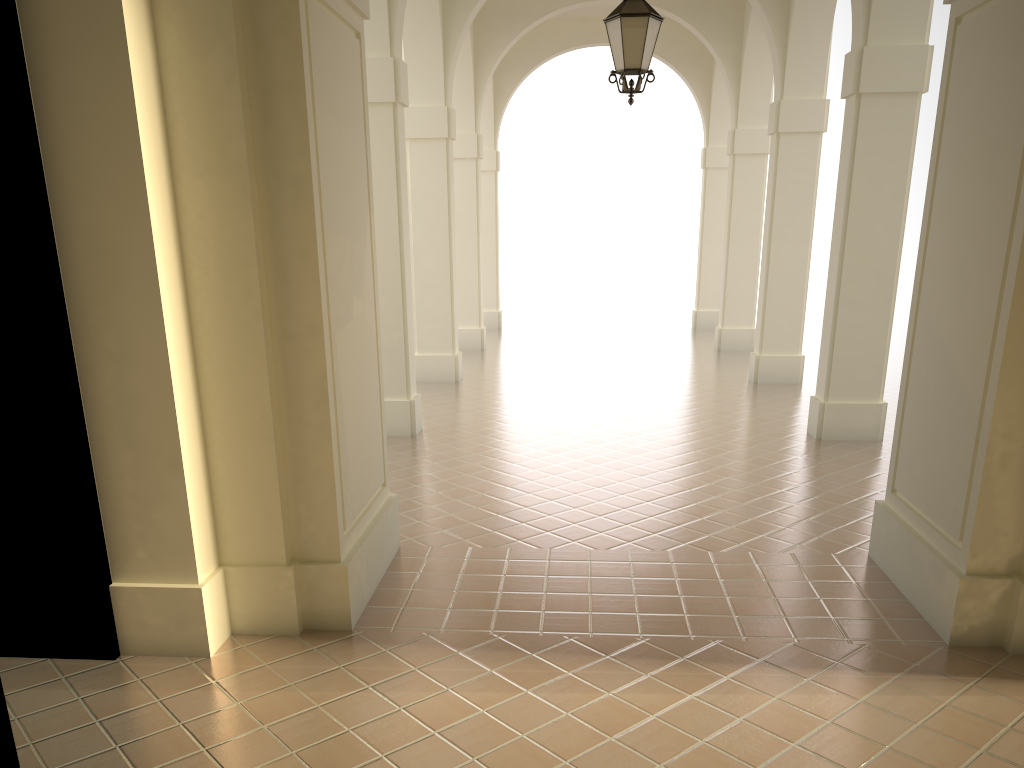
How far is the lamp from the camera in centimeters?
757cm

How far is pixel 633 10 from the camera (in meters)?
7.57

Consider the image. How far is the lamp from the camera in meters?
7.6
